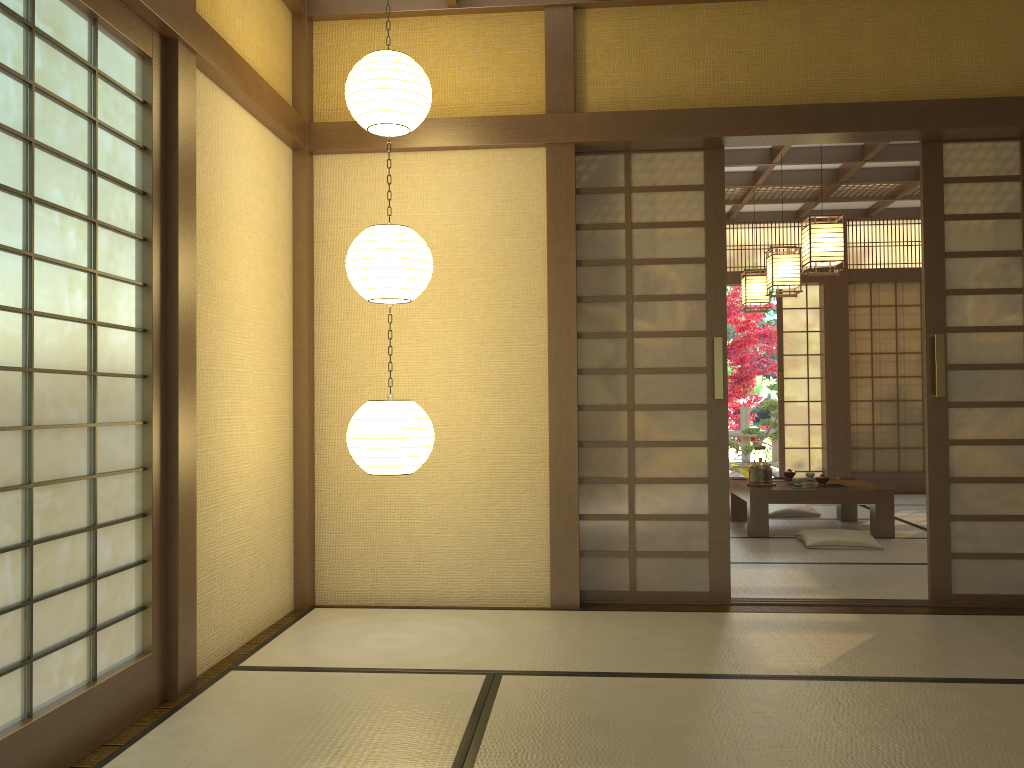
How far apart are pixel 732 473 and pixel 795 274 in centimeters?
493cm

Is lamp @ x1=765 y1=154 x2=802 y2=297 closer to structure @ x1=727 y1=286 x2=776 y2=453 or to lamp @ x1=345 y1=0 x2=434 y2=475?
lamp @ x1=345 y1=0 x2=434 y2=475

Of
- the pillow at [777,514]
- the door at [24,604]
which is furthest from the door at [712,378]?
the pillow at [777,514]

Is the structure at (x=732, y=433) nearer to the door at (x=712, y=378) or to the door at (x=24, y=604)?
the door at (x=712, y=378)

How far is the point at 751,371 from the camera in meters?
12.3 m

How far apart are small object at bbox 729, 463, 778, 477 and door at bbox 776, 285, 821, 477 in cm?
178

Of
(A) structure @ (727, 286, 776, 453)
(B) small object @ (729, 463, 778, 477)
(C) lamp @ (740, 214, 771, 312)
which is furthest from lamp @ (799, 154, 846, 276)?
(A) structure @ (727, 286, 776, 453)

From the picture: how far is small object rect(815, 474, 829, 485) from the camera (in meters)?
6.50

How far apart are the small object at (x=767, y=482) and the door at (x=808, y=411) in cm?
301

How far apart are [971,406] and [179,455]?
3.55m
